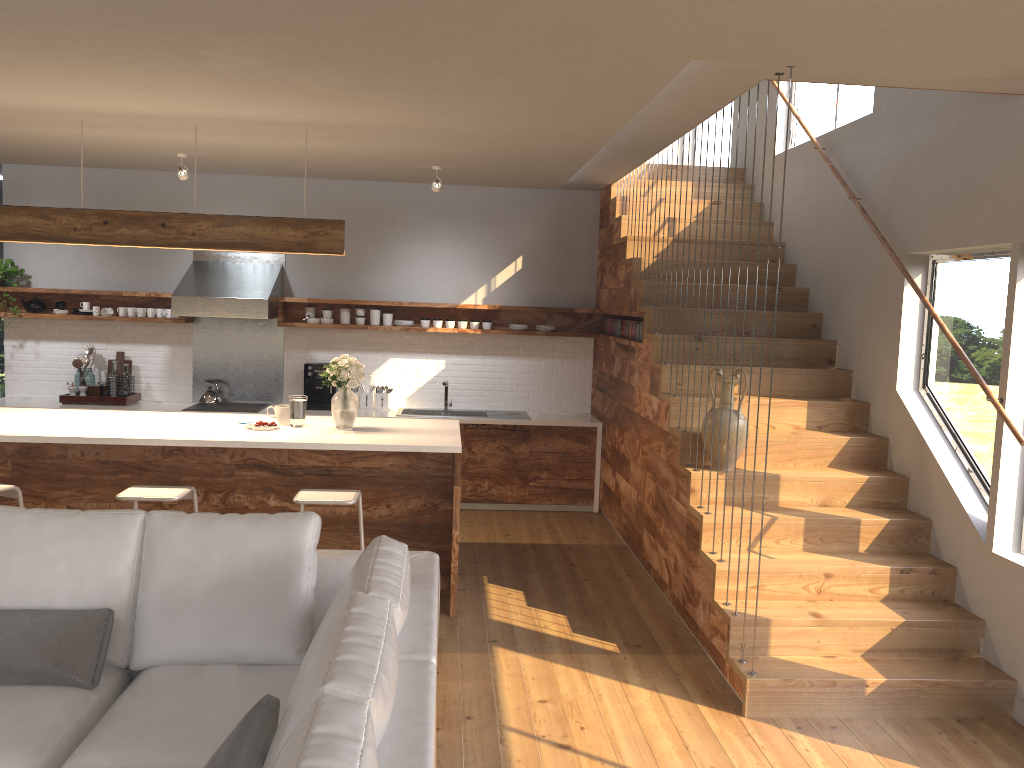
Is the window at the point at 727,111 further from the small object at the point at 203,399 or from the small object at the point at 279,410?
the small object at the point at 279,410

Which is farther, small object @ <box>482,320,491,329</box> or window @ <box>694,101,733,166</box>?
window @ <box>694,101,733,166</box>

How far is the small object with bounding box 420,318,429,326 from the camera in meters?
7.8

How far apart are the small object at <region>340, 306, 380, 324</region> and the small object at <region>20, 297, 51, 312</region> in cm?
254

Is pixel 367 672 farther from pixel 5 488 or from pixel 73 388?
pixel 73 388

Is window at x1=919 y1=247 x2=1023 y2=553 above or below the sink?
above

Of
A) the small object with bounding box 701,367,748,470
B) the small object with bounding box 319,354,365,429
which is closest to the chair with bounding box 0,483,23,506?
the small object with bounding box 319,354,365,429

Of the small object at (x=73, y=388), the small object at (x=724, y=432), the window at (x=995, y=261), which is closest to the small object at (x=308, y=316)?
the small object at (x=73, y=388)

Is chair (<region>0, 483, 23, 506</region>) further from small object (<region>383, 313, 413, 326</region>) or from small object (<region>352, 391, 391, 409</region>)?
small object (<region>383, 313, 413, 326</region>)

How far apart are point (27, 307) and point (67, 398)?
0.9 meters
